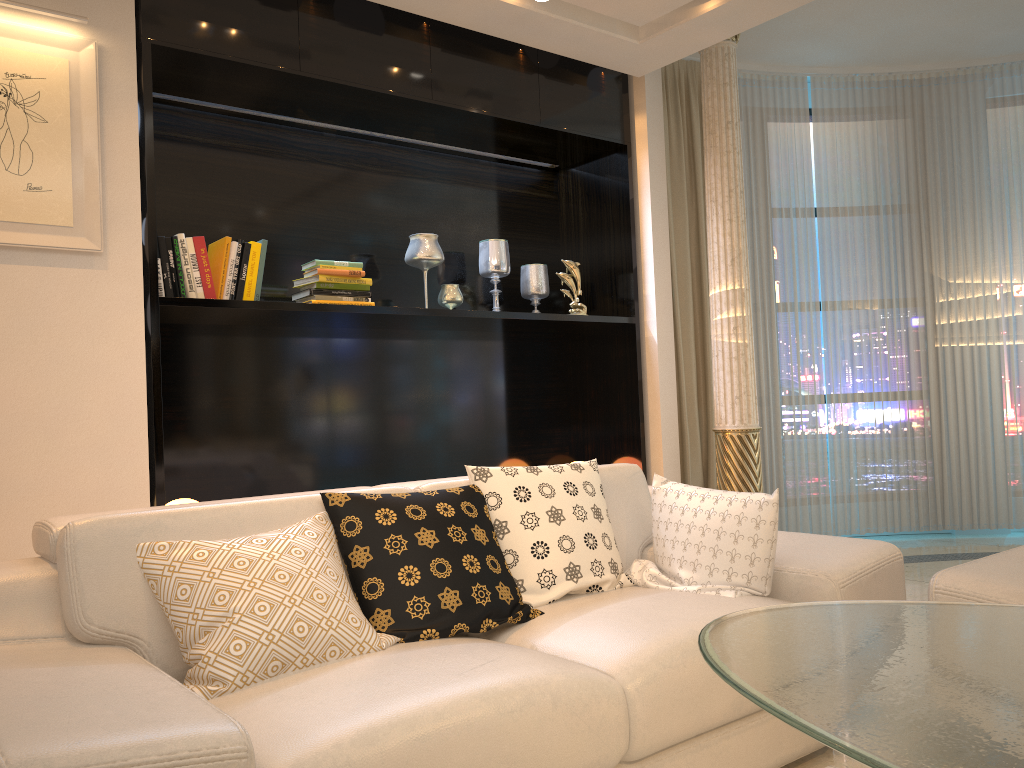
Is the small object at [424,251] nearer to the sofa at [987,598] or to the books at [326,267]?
the books at [326,267]

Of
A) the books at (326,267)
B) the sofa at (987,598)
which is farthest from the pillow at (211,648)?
the books at (326,267)

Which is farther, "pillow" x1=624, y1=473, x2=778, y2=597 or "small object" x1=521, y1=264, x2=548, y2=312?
"small object" x1=521, y1=264, x2=548, y2=312

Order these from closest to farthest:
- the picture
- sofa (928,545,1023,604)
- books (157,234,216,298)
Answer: sofa (928,545,1023,604) < the picture < books (157,234,216,298)

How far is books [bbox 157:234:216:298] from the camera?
3.3m

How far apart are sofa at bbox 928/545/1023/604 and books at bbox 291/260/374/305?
2.5m

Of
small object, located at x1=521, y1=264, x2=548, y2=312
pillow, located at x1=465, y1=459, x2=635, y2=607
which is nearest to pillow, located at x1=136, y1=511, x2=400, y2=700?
pillow, located at x1=465, y1=459, x2=635, y2=607

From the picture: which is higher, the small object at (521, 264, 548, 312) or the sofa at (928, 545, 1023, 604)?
the small object at (521, 264, 548, 312)

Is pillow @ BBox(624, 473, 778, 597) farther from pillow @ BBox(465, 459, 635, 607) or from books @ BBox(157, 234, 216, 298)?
books @ BBox(157, 234, 216, 298)

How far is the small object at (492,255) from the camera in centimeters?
448cm
